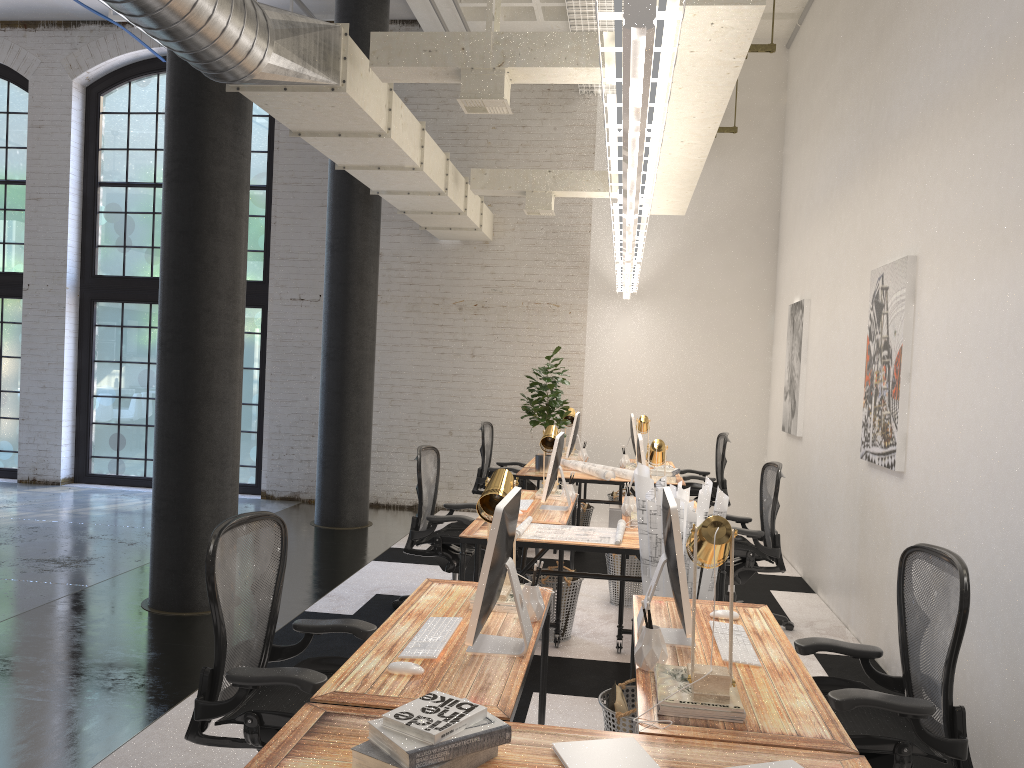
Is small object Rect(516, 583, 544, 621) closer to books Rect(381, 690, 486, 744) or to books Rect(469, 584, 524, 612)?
books Rect(469, 584, 524, 612)

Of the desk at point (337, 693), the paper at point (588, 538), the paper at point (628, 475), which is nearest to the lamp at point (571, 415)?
the paper at point (628, 475)

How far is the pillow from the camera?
3.2 meters

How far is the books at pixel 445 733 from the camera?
1.87m

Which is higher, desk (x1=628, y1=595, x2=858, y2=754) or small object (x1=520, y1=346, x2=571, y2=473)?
small object (x1=520, y1=346, x2=571, y2=473)

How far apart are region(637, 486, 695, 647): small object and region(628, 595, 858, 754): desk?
0.04m

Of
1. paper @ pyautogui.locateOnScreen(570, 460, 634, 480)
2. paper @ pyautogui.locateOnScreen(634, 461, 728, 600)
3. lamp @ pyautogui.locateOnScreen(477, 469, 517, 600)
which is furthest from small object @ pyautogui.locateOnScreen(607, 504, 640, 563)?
lamp @ pyautogui.locateOnScreen(477, 469, 517, 600)

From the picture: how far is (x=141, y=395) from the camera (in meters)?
→ 10.64

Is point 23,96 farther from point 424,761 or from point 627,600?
point 424,761

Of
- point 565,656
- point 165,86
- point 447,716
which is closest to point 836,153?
point 565,656
